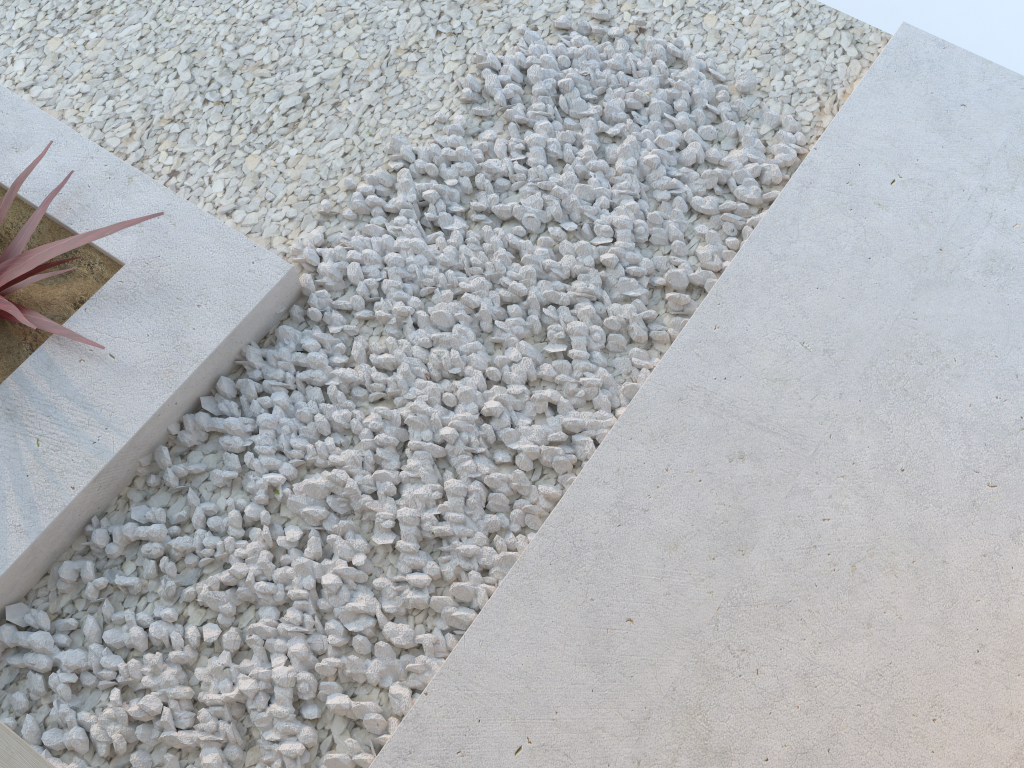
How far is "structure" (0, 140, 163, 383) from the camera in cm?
199

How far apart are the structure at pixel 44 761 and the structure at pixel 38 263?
0.8m

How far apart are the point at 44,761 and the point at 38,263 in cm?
114

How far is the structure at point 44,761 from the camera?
1.3m

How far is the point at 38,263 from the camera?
1.99m

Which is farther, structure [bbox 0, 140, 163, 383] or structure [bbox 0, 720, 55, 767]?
structure [bbox 0, 140, 163, 383]

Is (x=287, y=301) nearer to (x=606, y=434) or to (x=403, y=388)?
(x=403, y=388)

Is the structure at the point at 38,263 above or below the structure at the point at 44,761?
below

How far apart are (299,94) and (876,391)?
1.7 meters

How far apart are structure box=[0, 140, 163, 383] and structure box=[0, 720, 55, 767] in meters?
Result: 0.8 m
